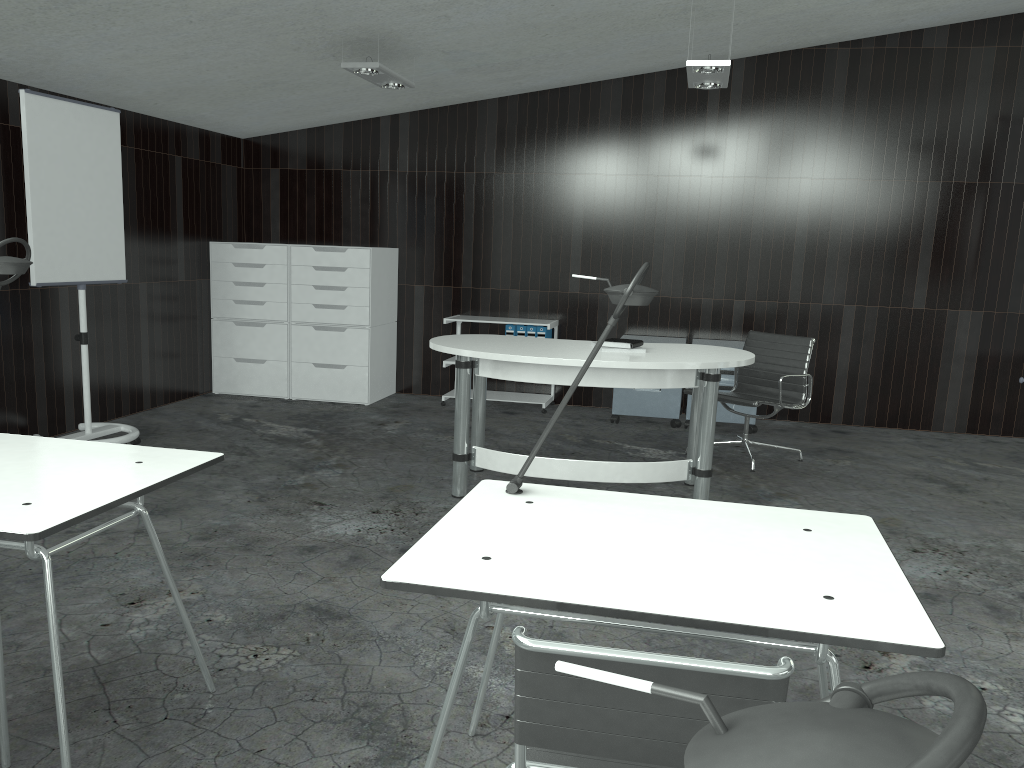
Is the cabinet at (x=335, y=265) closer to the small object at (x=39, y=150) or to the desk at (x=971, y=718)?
the small object at (x=39, y=150)

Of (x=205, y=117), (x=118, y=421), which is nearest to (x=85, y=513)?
(x=118, y=421)

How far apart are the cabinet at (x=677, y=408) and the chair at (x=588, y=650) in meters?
4.8 m

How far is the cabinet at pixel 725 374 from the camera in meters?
6.1

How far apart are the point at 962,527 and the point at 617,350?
1.8m

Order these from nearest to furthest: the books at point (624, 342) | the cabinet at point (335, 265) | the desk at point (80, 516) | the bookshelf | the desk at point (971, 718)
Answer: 1. the desk at point (971, 718)
2. the desk at point (80, 516)
3. the books at point (624, 342)
4. the cabinet at point (335, 265)
5. the bookshelf

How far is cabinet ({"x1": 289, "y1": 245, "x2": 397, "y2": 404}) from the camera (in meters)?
6.50

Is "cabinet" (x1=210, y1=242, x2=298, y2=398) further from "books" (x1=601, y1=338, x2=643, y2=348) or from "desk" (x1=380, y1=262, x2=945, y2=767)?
"desk" (x1=380, y1=262, x2=945, y2=767)

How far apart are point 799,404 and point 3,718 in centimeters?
432cm

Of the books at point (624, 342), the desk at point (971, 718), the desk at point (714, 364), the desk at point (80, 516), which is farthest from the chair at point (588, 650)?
the books at point (624, 342)
